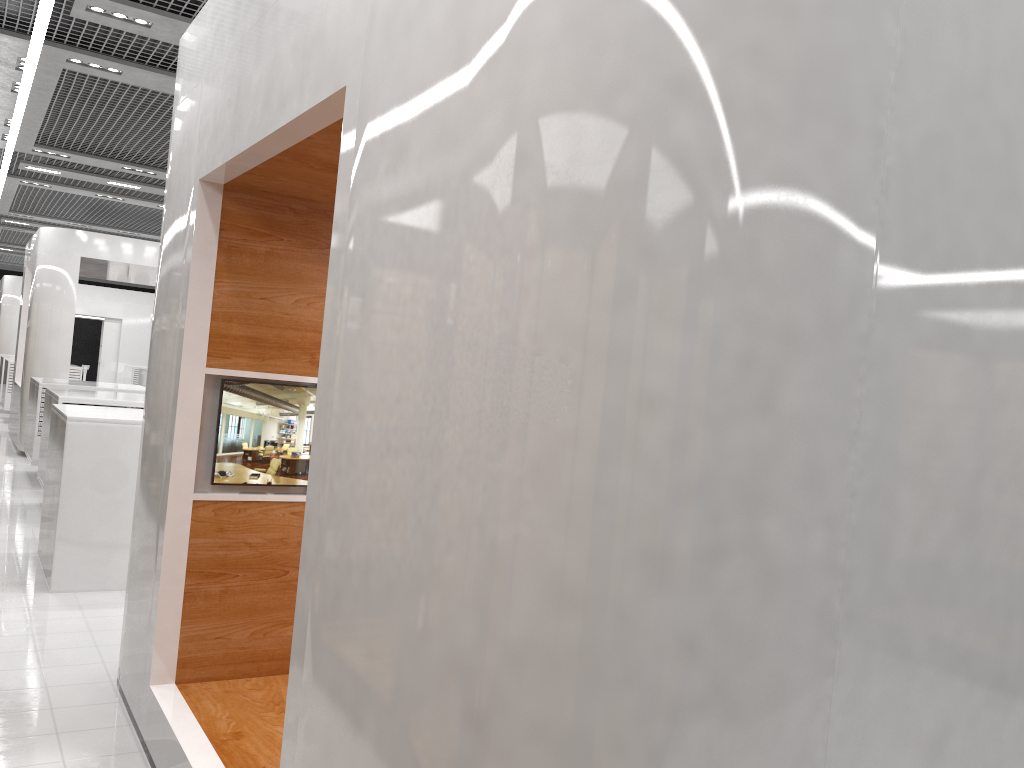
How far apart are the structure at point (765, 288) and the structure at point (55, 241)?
9.47m

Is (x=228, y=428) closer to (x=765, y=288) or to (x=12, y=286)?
(x=765, y=288)

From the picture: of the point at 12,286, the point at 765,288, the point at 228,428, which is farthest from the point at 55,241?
the point at 765,288

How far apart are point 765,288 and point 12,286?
26.5 meters

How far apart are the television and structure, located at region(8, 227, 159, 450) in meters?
10.2 m

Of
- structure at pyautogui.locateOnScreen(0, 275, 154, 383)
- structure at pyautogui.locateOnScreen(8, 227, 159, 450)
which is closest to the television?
structure at pyautogui.locateOnScreen(8, 227, 159, 450)

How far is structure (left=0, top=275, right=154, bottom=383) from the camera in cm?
2394

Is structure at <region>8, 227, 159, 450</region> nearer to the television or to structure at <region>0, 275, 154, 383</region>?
structure at <region>0, 275, 154, 383</region>

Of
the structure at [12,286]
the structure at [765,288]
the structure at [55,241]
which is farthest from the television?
the structure at [12,286]

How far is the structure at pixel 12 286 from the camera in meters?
23.9
